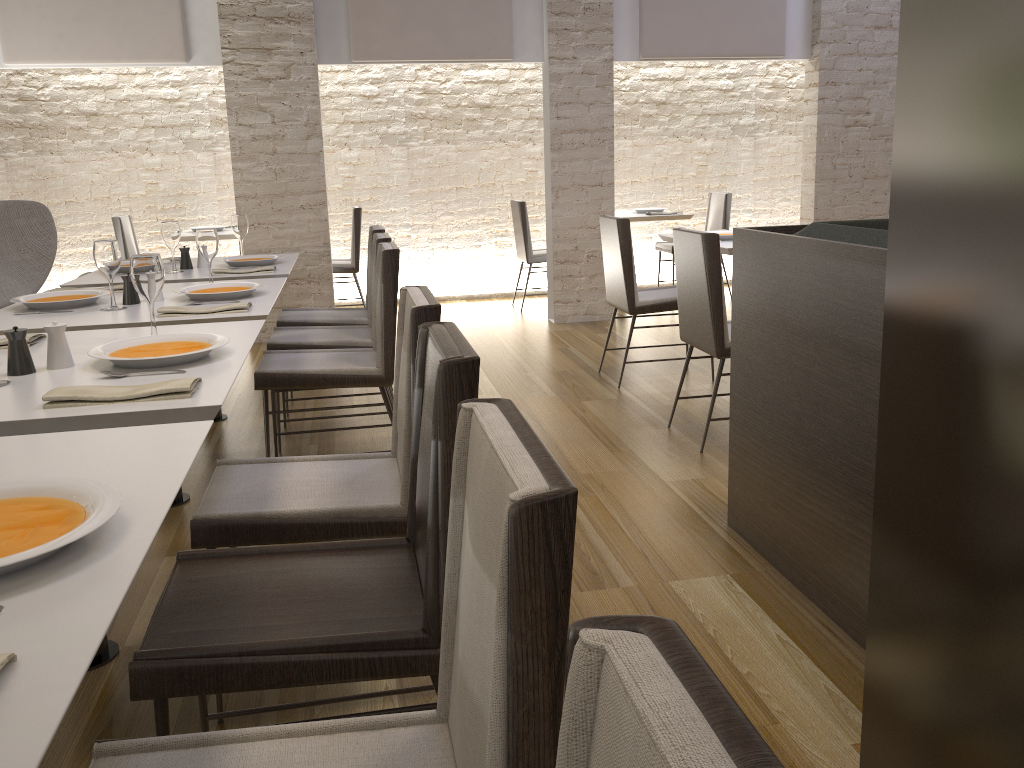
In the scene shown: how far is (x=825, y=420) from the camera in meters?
2.3 m

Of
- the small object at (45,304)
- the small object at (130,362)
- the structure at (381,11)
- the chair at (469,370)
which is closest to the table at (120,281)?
the small object at (45,304)

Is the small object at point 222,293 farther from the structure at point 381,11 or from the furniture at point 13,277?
the structure at point 381,11

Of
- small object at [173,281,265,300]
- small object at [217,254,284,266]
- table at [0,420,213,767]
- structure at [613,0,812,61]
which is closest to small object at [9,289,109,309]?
small object at [173,281,265,300]

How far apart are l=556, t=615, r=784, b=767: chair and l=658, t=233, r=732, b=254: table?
3.98m

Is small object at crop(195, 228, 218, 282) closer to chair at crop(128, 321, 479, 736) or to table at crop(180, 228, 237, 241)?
chair at crop(128, 321, 479, 736)

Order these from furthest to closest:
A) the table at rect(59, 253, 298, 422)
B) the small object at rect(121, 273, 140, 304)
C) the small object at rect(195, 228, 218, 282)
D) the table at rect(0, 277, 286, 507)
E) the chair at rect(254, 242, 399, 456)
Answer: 1. the table at rect(59, 253, 298, 422)
2. the small object at rect(195, 228, 218, 282)
3. the chair at rect(254, 242, 399, 456)
4. the small object at rect(121, 273, 140, 304)
5. the table at rect(0, 277, 286, 507)

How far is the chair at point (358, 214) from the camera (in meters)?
6.94

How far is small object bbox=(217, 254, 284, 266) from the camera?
4.15m

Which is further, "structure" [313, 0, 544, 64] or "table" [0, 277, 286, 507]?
"structure" [313, 0, 544, 64]
